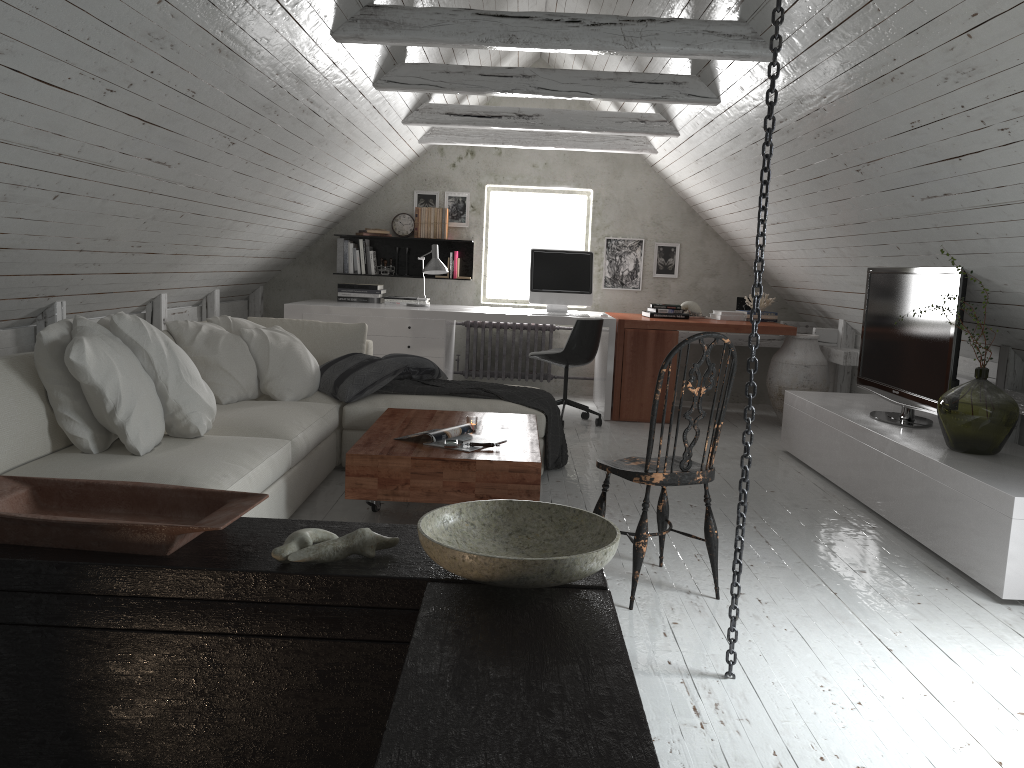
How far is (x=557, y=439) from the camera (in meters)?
4.80

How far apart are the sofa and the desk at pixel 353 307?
1.05m

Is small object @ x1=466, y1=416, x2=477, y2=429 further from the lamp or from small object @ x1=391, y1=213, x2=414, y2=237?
small object @ x1=391, y1=213, x2=414, y2=237

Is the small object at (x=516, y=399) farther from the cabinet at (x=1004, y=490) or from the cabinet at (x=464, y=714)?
the cabinet at (x=464, y=714)

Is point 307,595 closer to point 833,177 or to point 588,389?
point 833,177

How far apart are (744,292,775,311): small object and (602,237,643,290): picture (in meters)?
1.11

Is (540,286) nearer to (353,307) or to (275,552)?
(353,307)

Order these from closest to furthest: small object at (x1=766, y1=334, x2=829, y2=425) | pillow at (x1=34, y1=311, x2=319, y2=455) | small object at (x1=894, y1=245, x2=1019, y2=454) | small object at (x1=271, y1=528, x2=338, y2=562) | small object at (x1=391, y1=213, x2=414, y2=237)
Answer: small object at (x1=271, y1=528, x2=338, y2=562)
pillow at (x1=34, y1=311, x2=319, y2=455)
small object at (x1=894, y1=245, x2=1019, y2=454)
small object at (x1=766, y1=334, x2=829, y2=425)
small object at (x1=391, y1=213, x2=414, y2=237)

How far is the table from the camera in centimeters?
336cm

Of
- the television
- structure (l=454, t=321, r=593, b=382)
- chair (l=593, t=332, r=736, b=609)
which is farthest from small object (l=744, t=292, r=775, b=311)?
chair (l=593, t=332, r=736, b=609)
